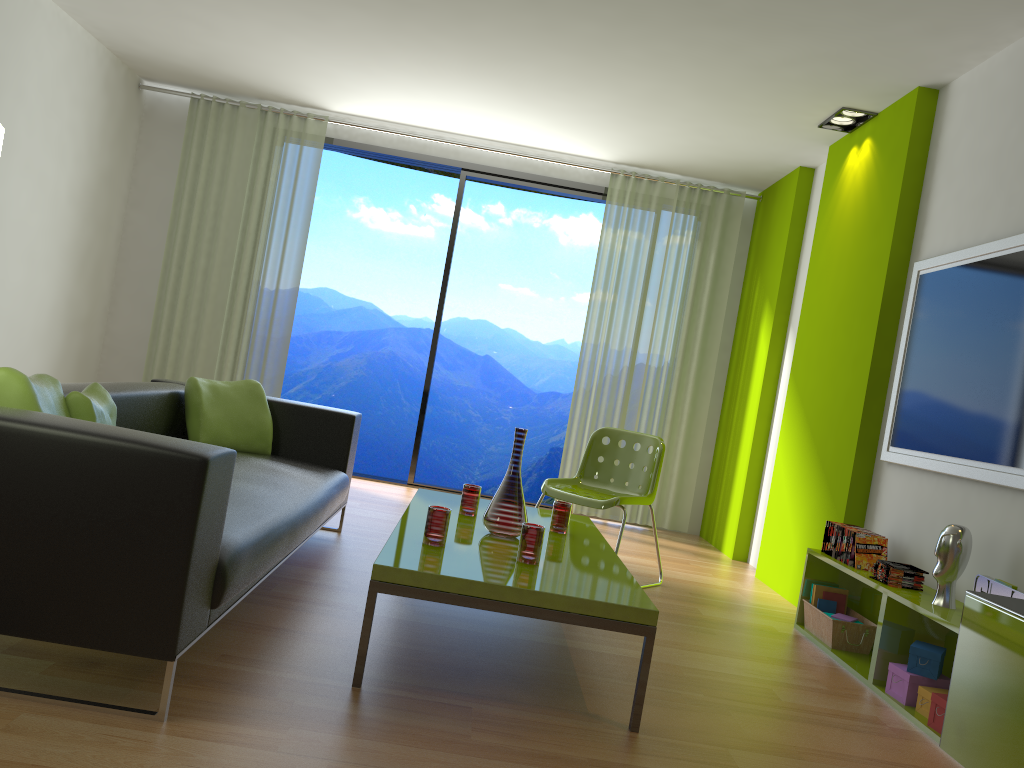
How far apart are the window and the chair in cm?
208

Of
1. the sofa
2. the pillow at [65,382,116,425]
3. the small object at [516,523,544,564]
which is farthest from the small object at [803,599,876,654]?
the pillow at [65,382,116,425]

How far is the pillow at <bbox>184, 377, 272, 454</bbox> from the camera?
4.0m

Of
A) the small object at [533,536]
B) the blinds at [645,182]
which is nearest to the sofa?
the small object at [533,536]

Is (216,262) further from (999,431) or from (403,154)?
(999,431)

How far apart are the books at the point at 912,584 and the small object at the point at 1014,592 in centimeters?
45cm

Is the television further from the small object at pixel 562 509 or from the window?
the window

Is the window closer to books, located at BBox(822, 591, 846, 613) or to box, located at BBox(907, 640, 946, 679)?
books, located at BBox(822, 591, 846, 613)

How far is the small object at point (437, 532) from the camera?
2.8m

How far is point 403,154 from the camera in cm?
664
